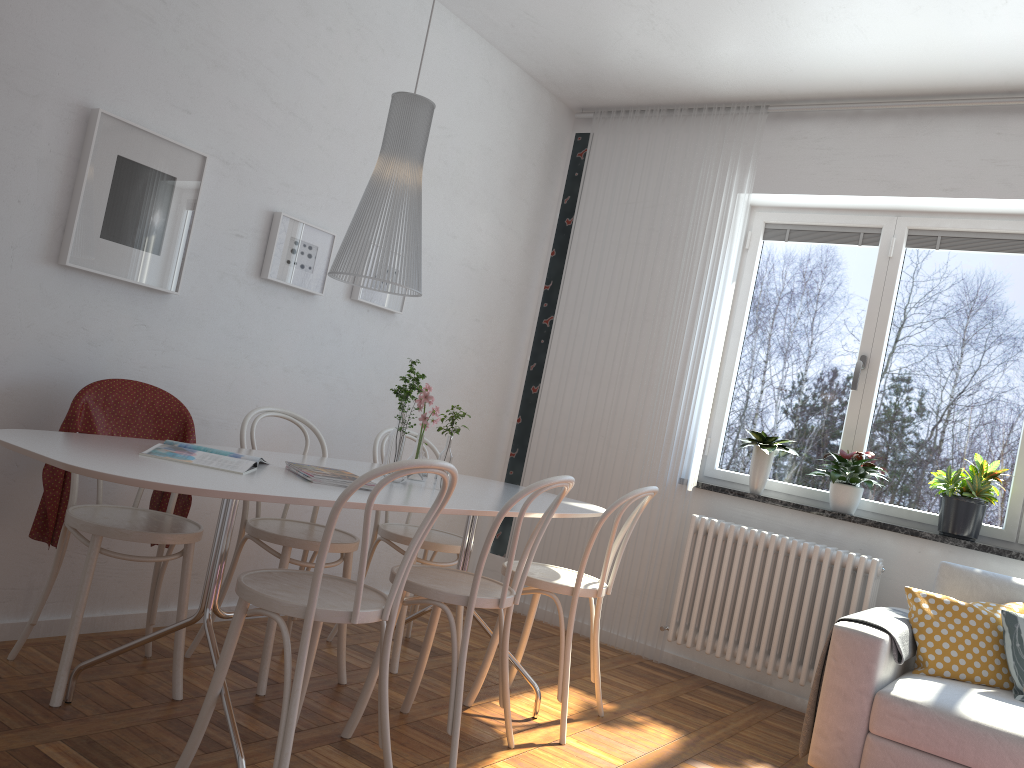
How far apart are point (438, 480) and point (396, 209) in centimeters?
90cm

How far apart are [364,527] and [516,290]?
3.1m

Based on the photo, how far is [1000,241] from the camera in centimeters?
413cm

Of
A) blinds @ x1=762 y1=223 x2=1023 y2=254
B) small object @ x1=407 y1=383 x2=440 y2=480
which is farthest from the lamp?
blinds @ x1=762 y1=223 x2=1023 y2=254

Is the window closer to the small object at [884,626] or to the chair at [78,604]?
the small object at [884,626]

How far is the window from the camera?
4.09m

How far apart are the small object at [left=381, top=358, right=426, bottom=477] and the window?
2.25m

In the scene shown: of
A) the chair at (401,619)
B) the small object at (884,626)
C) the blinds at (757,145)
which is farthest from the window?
the chair at (401,619)

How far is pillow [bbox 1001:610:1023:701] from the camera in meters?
3.0 m

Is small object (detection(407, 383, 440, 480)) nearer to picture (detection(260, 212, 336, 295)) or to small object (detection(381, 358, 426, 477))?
small object (detection(381, 358, 426, 477))
